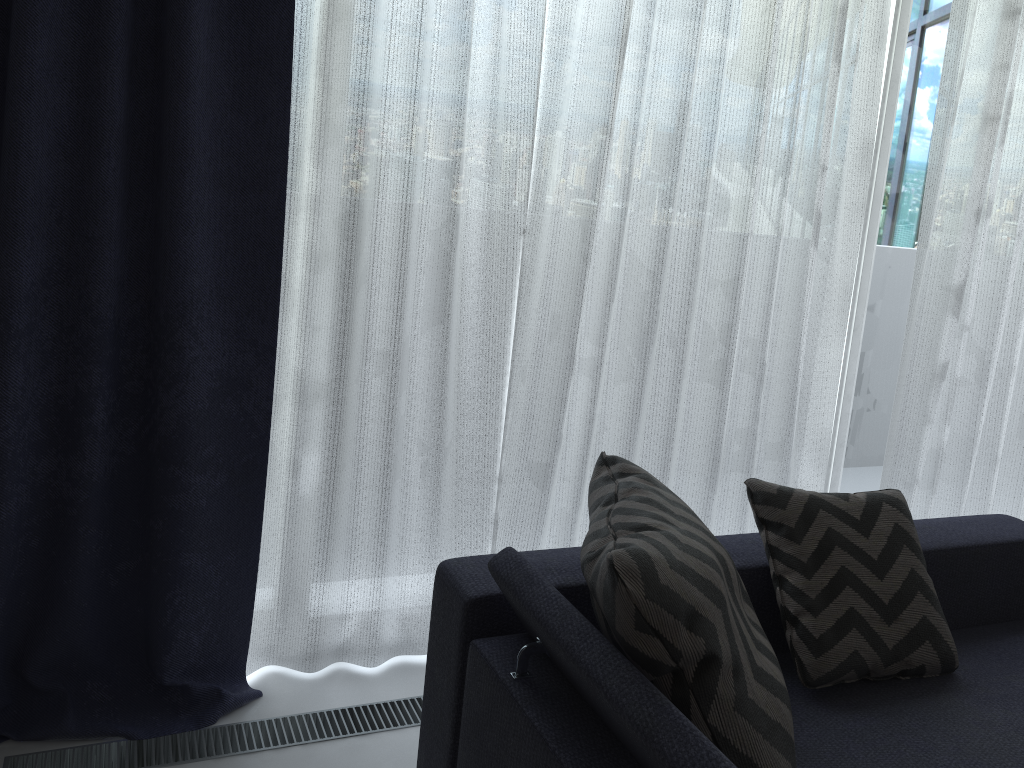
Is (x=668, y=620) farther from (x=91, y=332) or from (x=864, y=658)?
(x=91, y=332)

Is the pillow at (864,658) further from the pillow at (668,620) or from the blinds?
the blinds

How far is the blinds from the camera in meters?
1.8 m

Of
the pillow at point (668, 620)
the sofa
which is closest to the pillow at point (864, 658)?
the sofa

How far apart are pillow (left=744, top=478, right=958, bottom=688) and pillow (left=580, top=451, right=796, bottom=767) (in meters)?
0.25

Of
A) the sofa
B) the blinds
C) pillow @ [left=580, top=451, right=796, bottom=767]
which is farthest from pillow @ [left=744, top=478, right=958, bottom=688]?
the blinds

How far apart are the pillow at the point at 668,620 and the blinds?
0.6 meters

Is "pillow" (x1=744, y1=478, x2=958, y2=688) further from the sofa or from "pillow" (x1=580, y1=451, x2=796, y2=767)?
"pillow" (x1=580, y1=451, x2=796, y2=767)

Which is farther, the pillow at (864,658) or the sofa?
the pillow at (864,658)

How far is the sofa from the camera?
1.2m
